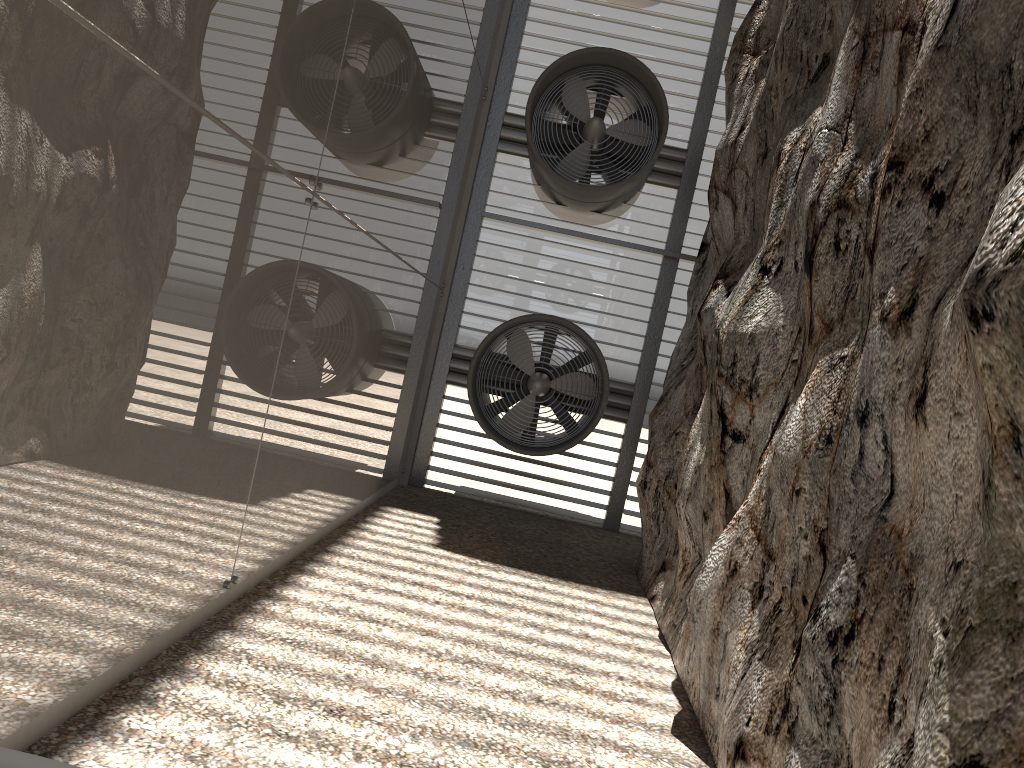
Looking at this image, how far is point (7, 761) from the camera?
2.4 meters

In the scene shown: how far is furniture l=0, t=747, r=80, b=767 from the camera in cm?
242

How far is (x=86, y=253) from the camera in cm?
295

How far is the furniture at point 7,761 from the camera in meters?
2.4 m

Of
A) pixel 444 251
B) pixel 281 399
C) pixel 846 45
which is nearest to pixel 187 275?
pixel 281 399
